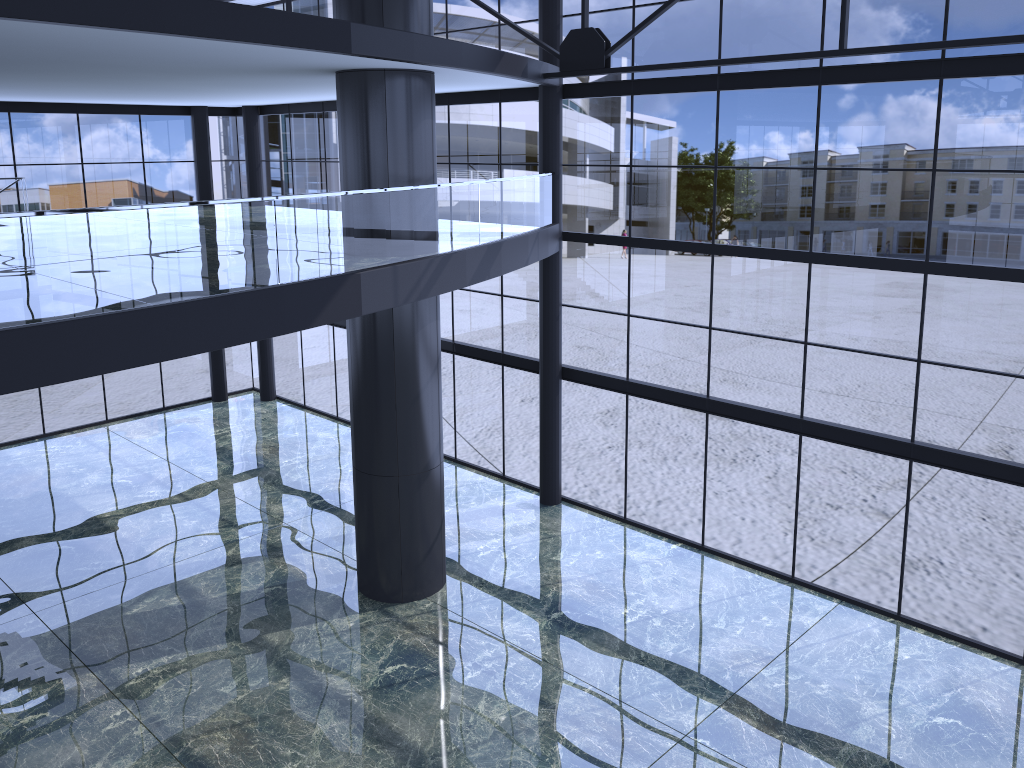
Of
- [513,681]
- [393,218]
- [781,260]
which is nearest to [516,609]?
[513,681]

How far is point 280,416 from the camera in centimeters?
2651cm
